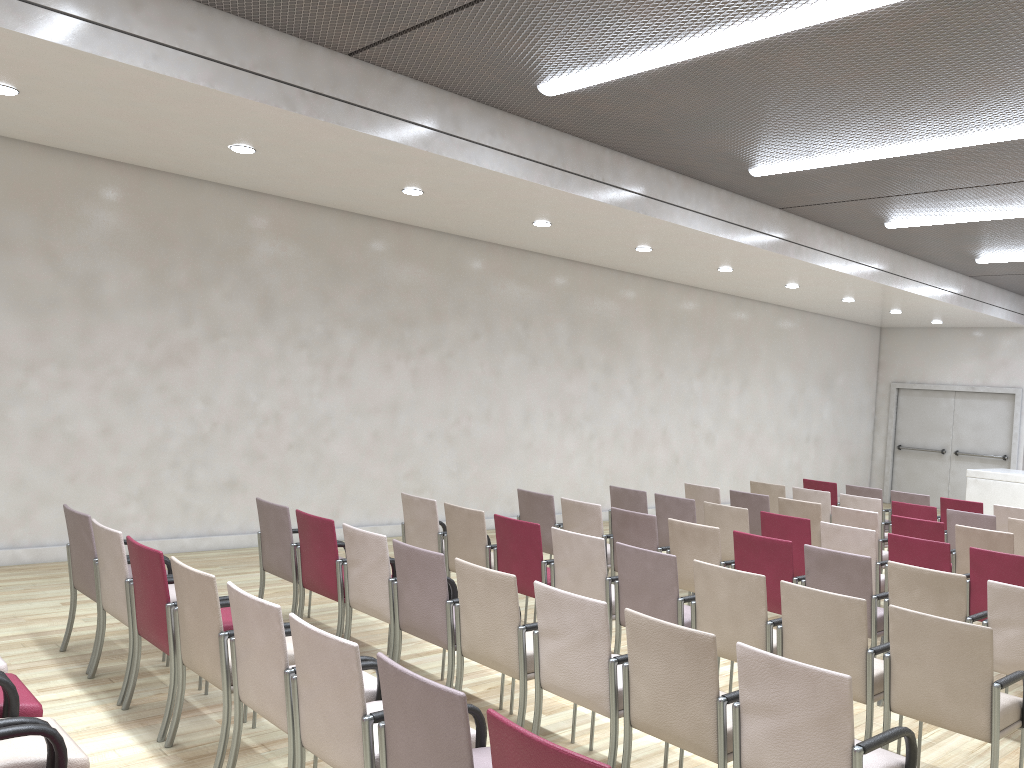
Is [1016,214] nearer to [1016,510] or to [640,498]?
[1016,510]

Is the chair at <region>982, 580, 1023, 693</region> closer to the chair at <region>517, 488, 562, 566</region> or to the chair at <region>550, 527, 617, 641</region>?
the chair at <region>550, 527, 617, 641</region>

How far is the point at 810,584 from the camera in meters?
5.7 m

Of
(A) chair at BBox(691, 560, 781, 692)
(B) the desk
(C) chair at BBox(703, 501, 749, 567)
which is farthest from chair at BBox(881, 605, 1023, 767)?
(B) the desk

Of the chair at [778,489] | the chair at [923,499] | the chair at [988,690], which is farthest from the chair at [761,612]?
the chair at [923,499]

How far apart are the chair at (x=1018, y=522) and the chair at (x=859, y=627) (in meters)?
4.56

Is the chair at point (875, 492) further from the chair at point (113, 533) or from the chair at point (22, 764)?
the chair at point (22, 764)

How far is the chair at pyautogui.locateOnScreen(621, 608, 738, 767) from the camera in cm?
338

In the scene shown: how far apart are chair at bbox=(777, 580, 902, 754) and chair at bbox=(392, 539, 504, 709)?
1.67m

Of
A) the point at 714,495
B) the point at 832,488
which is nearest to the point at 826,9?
the point at 714,495
